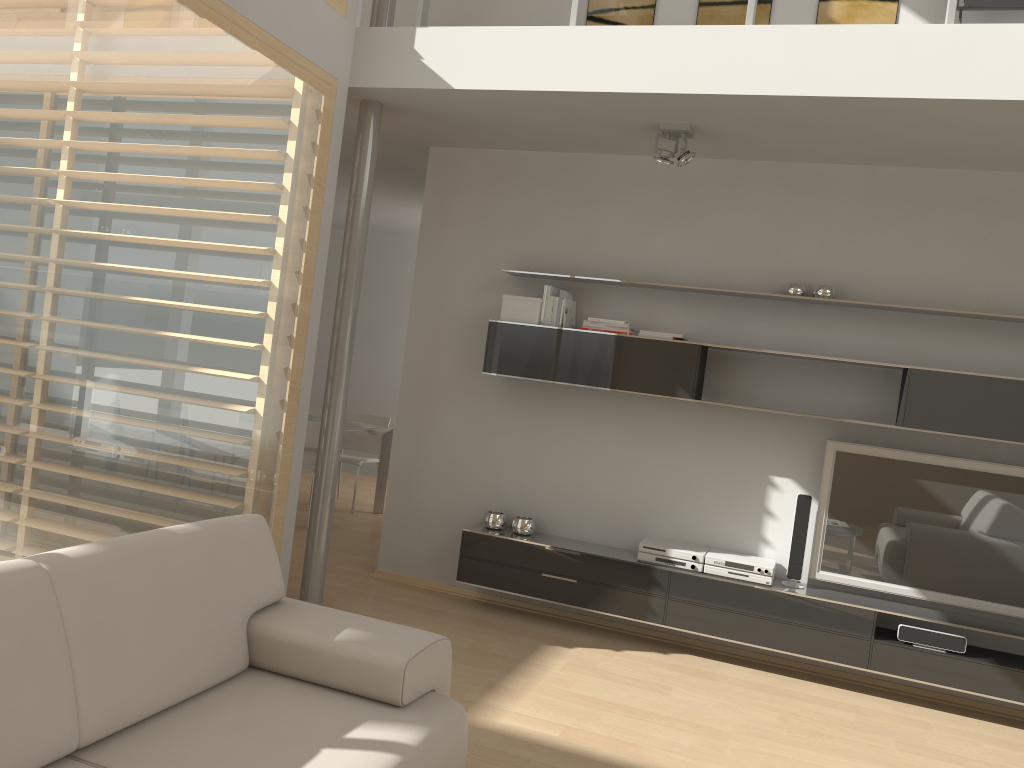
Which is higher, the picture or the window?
the picture

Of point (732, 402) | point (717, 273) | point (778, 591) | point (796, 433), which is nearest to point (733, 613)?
point (778, 591)

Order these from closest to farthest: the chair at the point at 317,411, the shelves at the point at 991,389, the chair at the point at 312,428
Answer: the shelves at the point at 991,389 < the chair at the point at 312,428 < the chair at the point at 317,411

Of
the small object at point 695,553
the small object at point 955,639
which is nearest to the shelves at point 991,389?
the small object at point 695,553

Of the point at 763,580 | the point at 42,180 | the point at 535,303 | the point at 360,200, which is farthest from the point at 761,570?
the point at 42,180

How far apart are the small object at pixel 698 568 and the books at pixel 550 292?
1.53m

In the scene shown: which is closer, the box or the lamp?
the lamp

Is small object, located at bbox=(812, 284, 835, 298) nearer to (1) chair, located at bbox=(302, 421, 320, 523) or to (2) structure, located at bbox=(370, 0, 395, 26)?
(2) structure, located at bbox=(370, 0, 395, 26)

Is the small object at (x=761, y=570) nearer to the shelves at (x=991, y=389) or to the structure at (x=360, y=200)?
the shelves at (x=991, y=389)

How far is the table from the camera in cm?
712
